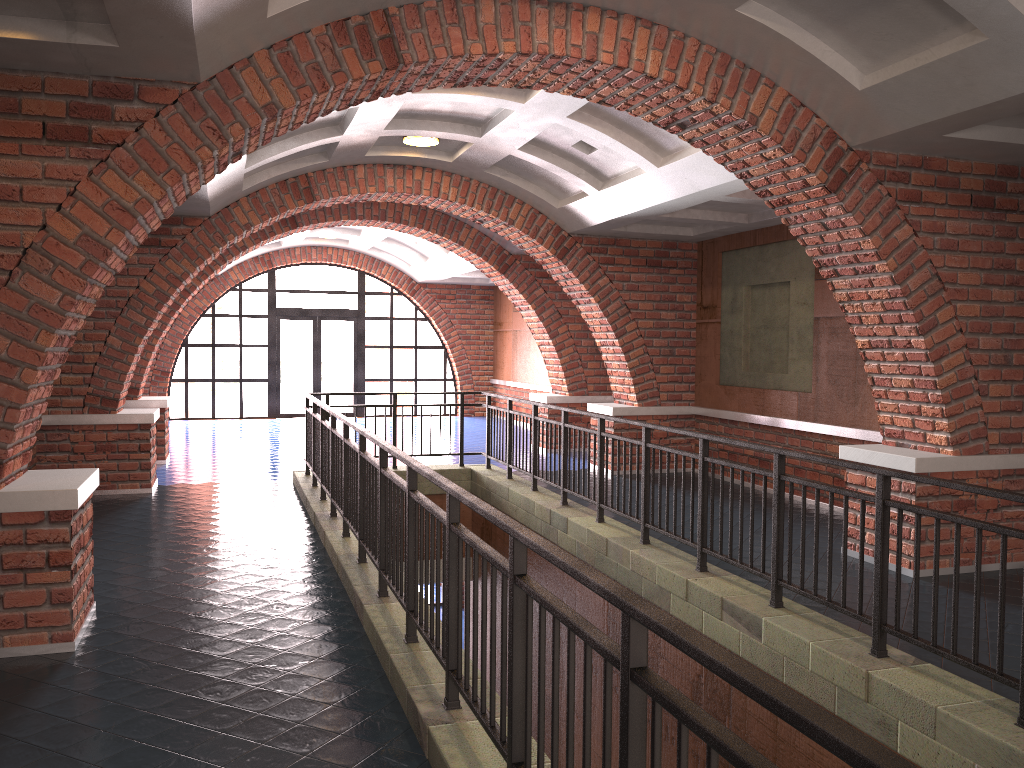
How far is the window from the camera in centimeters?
1912cm

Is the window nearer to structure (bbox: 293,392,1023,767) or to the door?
the door

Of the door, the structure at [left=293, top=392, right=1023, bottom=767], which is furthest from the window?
the structure at [left=293, top=392, right=1023, bottom=767]

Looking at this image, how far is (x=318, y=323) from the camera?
19.47m

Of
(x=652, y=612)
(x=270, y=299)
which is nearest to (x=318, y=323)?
(x=270, y=299)

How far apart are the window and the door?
0.13m

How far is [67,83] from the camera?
4.56m

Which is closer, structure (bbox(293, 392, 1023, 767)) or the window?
structure (bbox(293, 392, 1023, 767))

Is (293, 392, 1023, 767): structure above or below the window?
below

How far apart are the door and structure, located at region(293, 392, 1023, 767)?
9.3 meters
